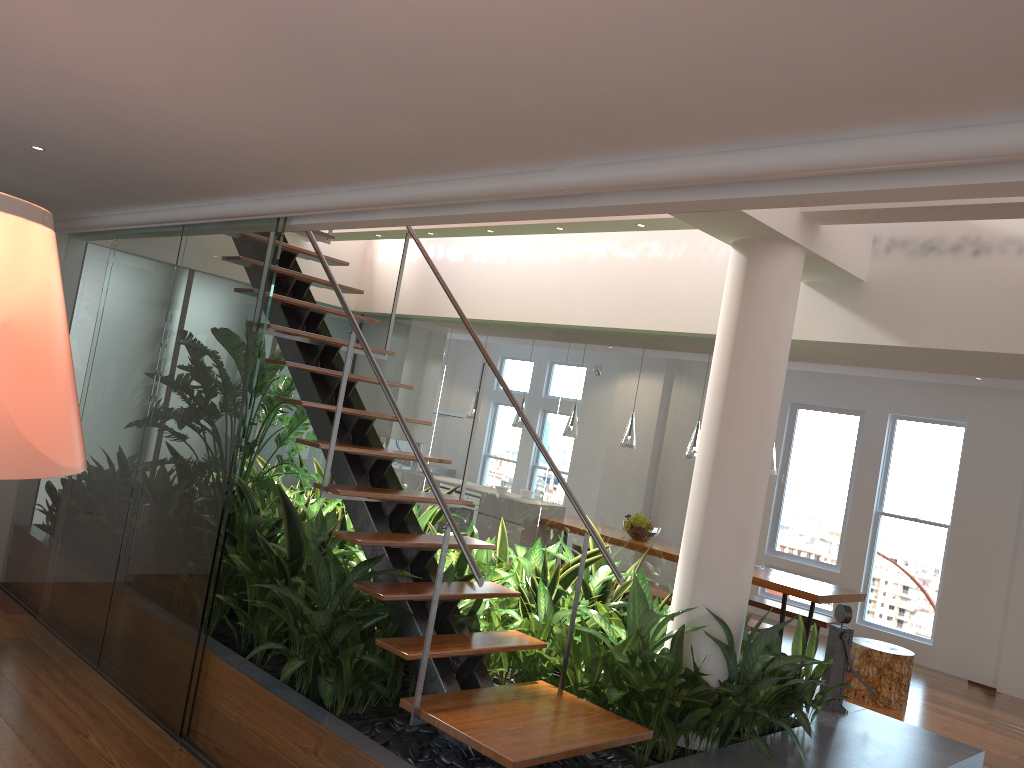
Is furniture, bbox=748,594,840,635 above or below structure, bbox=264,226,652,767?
below

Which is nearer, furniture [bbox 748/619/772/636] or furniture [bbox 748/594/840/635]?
furniture [bbox 748/619/772/636]

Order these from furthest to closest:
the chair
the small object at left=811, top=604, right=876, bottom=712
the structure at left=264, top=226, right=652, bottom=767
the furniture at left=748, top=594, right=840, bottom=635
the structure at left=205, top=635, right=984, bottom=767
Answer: the furniture at left=748, top=594, right=840, bottom=635, the chair, the small object at left=811, top=604, right=876, bottom=712, the structure at left=205, top=635, right=984, bottom=767, the structure at left=264, top=226, right=652, bottom=767

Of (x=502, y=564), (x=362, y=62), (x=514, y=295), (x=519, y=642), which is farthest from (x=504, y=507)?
(x=362, y=62)

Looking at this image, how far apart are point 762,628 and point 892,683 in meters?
1.0

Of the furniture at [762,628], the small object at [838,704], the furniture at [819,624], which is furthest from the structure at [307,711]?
the furniture at [819,624]

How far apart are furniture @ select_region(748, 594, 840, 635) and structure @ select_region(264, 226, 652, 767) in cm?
459

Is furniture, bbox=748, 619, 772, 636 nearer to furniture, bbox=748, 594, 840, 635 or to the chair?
the chair

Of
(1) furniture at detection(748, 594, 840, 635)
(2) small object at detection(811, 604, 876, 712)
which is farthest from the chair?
(2) small object at detection(811, 604, 876, 712)

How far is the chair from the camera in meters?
6.5 m
